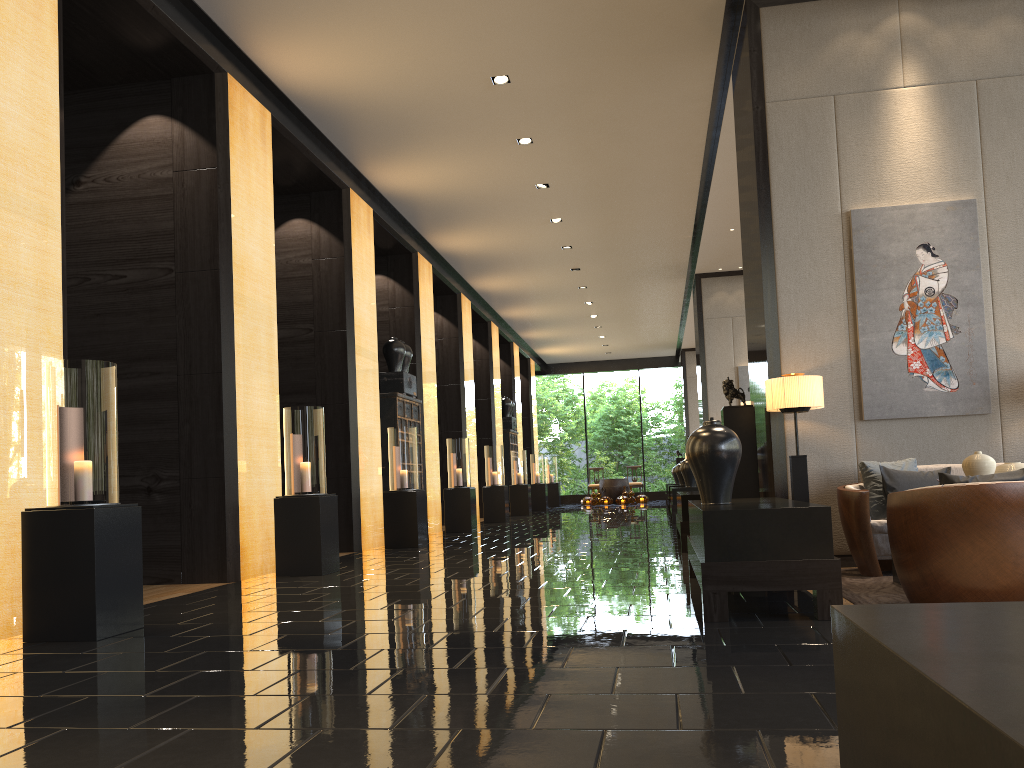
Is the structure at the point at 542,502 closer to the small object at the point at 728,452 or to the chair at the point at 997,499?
the small object at the point at 728,452

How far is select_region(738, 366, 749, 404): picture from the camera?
15.09m

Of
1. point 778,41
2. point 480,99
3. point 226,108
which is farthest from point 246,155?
point 778,41

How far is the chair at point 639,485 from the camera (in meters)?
25.83

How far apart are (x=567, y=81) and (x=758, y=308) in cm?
312

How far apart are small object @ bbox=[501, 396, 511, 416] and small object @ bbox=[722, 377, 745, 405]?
13.61m

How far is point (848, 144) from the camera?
6.4m

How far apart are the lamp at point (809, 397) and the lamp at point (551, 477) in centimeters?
1860cm

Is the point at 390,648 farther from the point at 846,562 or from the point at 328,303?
the point at 328,303

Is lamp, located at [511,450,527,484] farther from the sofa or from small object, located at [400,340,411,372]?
the sofa
